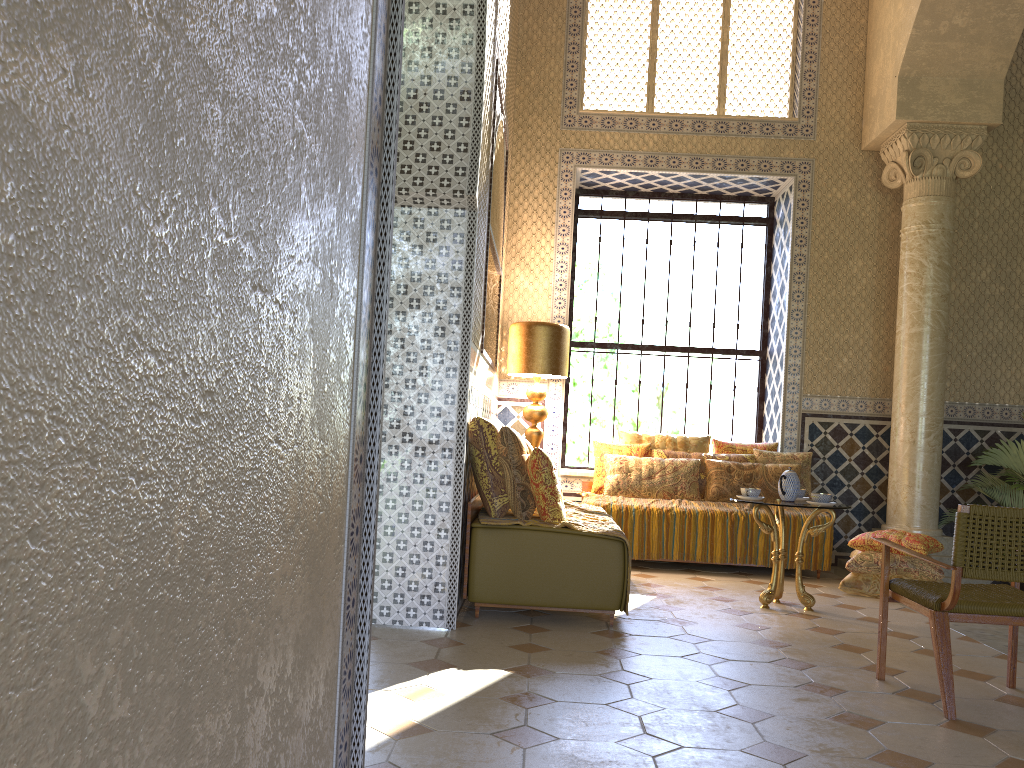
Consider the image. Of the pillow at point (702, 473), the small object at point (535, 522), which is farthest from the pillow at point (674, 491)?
the small object at point (535, 522)

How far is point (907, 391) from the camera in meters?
10.5 m

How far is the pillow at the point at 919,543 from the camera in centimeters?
888cm

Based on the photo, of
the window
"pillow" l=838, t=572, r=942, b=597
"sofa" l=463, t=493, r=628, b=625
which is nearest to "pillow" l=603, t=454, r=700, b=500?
the window

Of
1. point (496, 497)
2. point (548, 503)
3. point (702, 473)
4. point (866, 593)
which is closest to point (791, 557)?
point (866, 593)

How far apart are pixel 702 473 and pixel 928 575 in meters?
2.8 m

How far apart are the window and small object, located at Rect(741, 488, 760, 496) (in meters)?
4.37

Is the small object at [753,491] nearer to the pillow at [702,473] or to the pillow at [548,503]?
the pillow at [548,503]

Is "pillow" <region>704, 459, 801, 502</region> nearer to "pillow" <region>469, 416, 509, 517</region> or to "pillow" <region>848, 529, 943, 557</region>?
"pillow" <region>848, 529, 943, 557</region>

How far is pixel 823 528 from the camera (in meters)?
7.98
